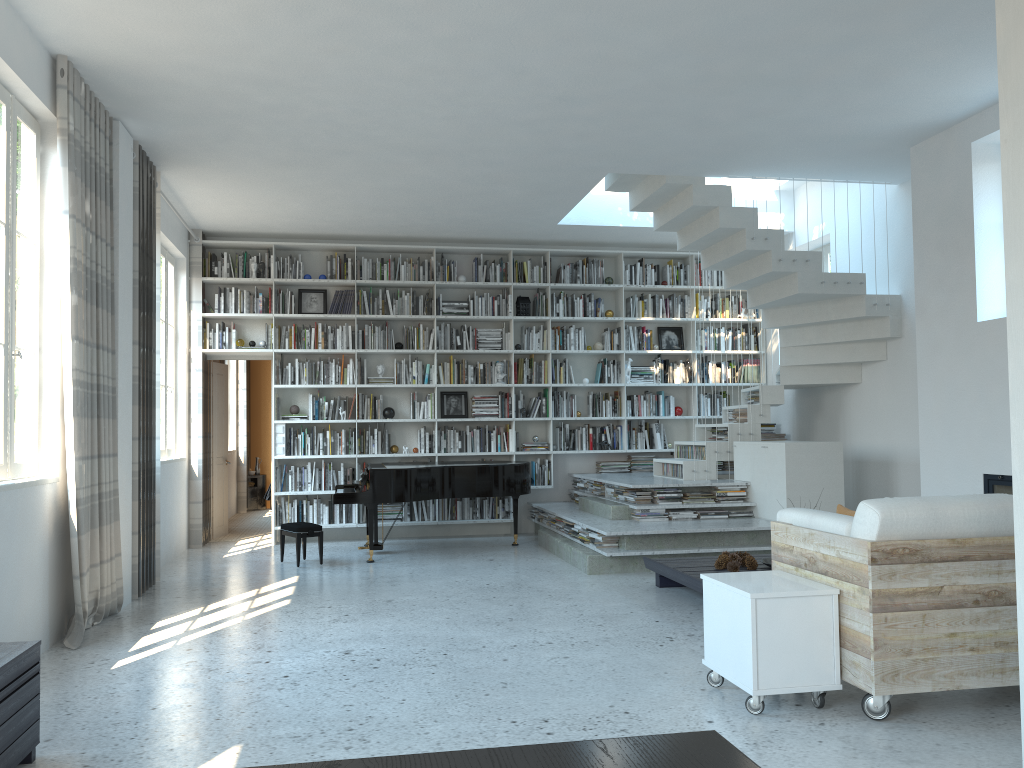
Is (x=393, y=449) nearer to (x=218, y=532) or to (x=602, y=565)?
(x=218, y=532)

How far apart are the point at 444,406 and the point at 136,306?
4.02m

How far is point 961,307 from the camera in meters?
6.1 m

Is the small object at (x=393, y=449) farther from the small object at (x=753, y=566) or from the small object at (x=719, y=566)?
→ the small object at (x=753, y=566)

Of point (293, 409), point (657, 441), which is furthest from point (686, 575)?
point (293, 409)

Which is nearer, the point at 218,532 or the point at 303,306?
the point at 303,306

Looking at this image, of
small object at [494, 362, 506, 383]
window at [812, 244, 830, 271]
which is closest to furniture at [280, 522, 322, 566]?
small object at [494, 362, 506, 383]

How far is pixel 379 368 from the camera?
9.5 meters

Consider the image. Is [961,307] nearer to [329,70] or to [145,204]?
[329,70]

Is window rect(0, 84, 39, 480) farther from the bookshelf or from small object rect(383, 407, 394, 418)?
small object rect(383, 407, 394, 418)
